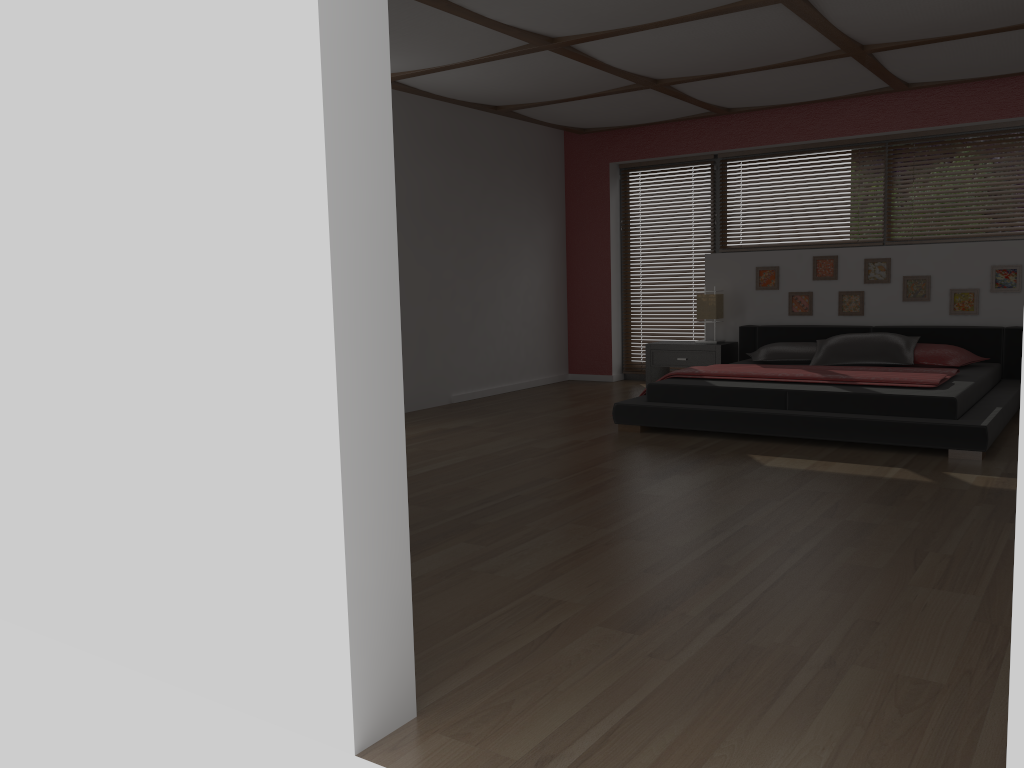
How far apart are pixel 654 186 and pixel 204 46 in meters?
6.9 m

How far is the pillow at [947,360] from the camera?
6.2 meters

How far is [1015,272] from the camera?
6.6m

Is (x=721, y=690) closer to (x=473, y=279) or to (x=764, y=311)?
(x=473, y=279)

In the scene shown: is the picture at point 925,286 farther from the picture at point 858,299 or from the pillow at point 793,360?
the pillow at point 793,360

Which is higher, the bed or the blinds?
the blinds

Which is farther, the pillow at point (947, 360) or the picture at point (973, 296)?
the picture at point (973, 296)

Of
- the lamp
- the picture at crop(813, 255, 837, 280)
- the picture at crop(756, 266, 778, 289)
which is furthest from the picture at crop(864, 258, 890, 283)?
the lamp

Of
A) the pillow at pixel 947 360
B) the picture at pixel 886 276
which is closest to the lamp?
the picture at pixel 886 276

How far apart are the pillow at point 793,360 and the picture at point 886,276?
0.80m
